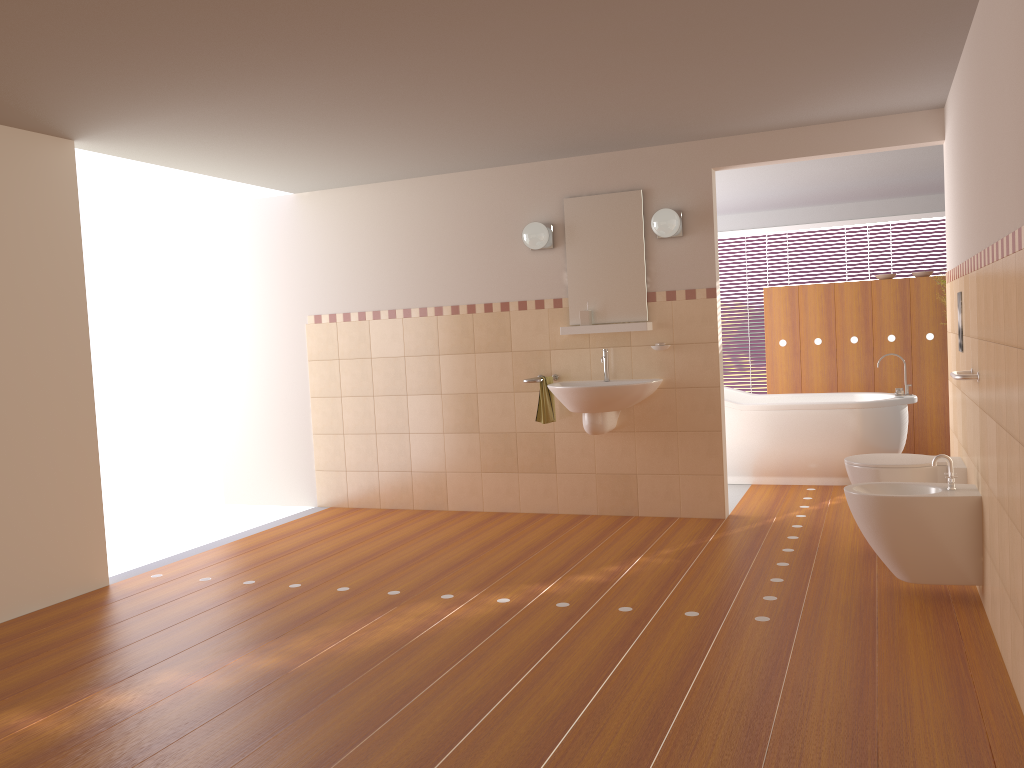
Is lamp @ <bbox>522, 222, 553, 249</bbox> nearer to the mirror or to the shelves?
the mirror

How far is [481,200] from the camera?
5.82m

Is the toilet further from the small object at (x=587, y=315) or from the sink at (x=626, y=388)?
the small object at (x=587, y=315)

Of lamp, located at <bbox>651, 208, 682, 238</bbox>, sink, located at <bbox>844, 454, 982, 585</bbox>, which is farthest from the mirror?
sink, located at <bbox>844, 454, 982, 585</bbox>

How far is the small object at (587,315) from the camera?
5.5 meters

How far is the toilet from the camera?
4.1 meters

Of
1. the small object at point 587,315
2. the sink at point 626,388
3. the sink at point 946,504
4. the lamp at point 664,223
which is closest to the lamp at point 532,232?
the small object at point 587,315

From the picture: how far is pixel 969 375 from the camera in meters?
3.5

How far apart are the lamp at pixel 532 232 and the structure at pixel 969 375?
2.61m

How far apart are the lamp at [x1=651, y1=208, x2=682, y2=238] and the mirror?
0.2m
